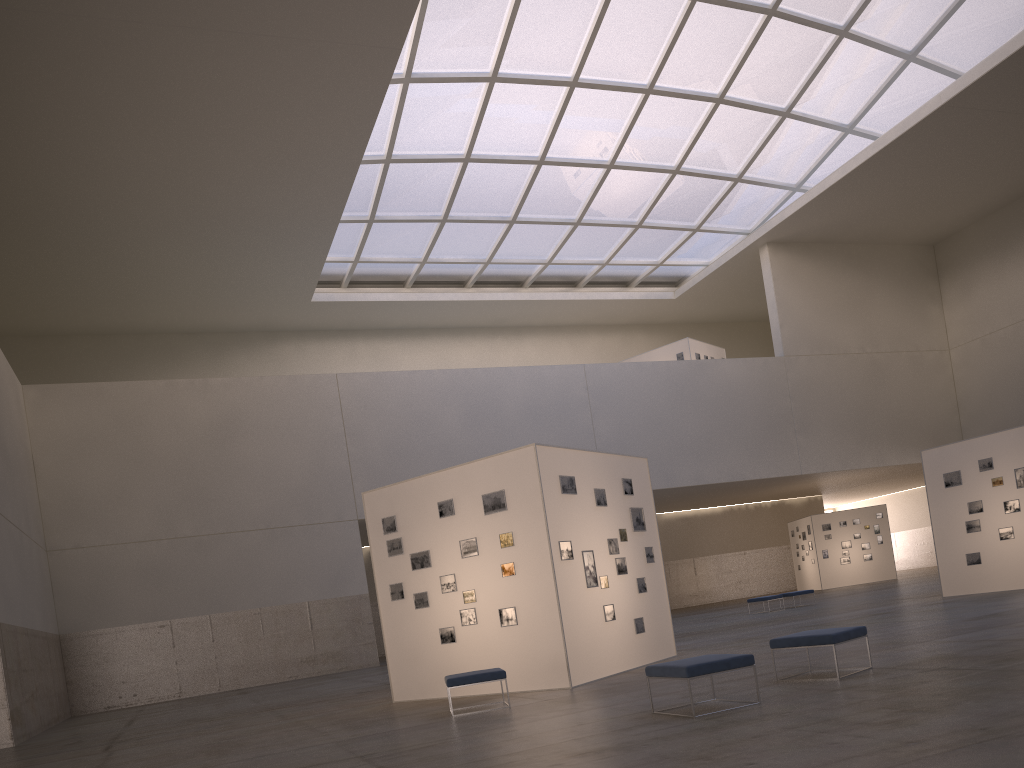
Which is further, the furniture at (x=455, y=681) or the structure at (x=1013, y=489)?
the structure at (x=1013, y=489)

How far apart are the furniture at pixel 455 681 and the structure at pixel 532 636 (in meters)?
1.90

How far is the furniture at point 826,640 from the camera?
11.44m

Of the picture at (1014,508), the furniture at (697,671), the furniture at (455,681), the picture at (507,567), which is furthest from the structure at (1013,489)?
the furniture at (697,671)

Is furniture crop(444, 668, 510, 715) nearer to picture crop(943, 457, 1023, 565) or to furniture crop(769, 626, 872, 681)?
furniture crop(769, 626, 872, 681)

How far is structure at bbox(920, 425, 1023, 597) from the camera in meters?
24.6 m

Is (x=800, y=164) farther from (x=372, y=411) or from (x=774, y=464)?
(x=372, y=411)

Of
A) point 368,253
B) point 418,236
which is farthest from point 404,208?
point 368,253

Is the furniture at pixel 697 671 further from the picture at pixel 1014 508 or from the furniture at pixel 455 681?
the picture at pixel 1014 508

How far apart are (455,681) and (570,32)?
32.80m
